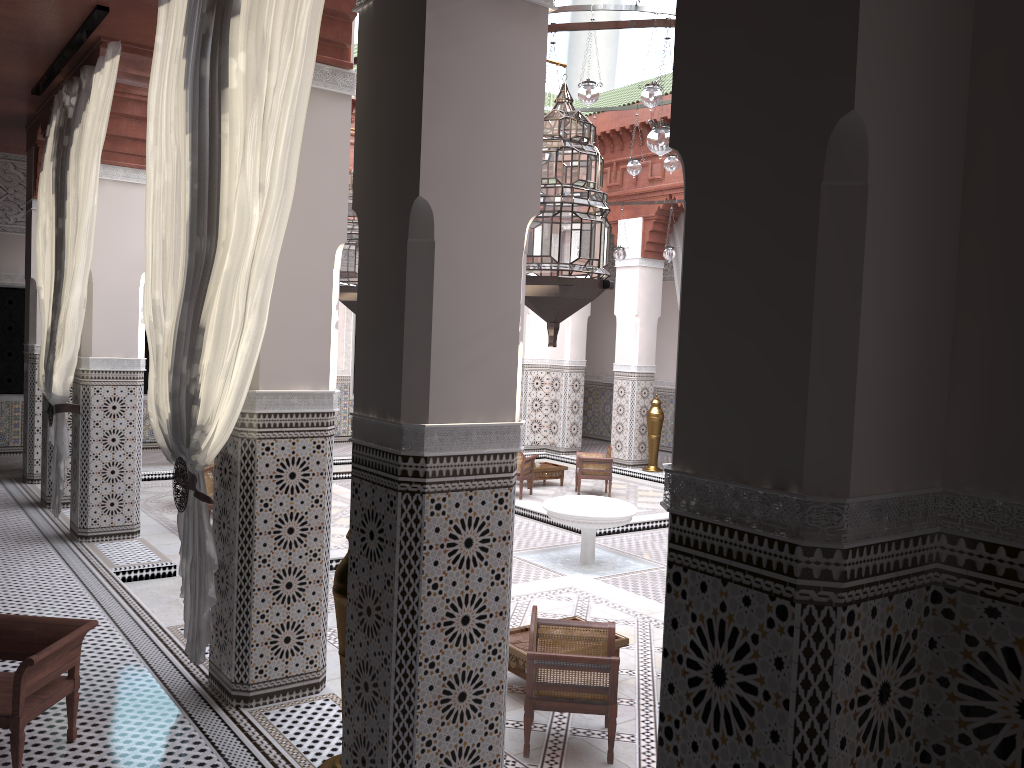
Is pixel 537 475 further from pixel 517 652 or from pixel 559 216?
pixel 559 216

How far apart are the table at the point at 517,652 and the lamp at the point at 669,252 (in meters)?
3.20

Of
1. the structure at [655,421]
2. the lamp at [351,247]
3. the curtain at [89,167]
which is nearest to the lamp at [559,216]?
the lamp at [351,247]

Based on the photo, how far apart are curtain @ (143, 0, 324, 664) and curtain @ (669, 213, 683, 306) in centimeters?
440cm

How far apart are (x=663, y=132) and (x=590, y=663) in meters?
1.4

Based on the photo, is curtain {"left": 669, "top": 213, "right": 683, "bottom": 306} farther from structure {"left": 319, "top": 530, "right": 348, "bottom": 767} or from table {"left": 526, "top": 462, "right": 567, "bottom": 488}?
structure {"left": 319, "top": 530, "right": 348, "bottom": 767}

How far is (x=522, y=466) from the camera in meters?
5.2 m

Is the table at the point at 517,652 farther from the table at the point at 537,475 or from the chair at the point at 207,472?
the table at the point at 537,475

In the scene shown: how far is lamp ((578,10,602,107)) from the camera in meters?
3.2

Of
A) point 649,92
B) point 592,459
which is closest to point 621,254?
point 592,459
